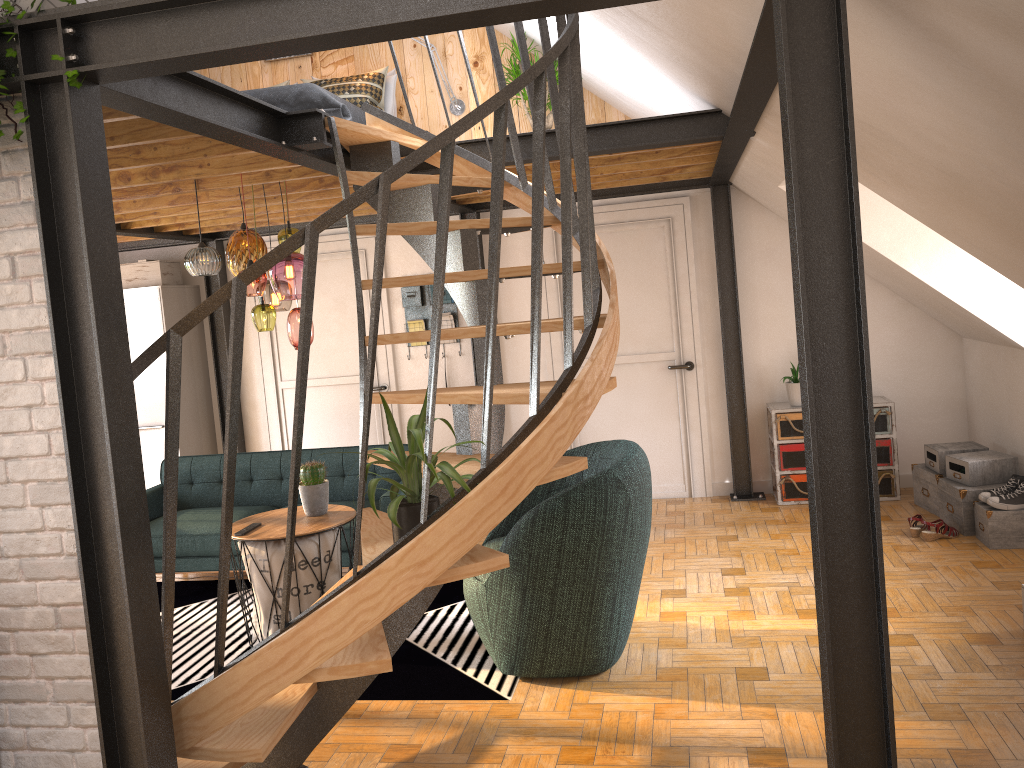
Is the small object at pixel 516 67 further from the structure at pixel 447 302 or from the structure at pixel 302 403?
the structure at pixel 302 403

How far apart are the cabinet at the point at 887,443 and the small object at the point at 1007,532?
0.2 meters

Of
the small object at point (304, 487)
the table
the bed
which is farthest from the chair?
the bed

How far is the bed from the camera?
4.9m

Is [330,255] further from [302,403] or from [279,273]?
[302,403]

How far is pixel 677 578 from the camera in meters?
5.1

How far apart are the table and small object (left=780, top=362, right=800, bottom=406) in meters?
3.3

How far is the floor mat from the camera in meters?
3.9

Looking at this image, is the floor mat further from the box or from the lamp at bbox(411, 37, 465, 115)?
the lamp at bbox(411, 37, 465, 115)

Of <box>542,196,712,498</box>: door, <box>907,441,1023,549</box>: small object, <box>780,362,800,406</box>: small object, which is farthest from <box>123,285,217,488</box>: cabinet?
<box>907,441,1023,549</box>: small object
